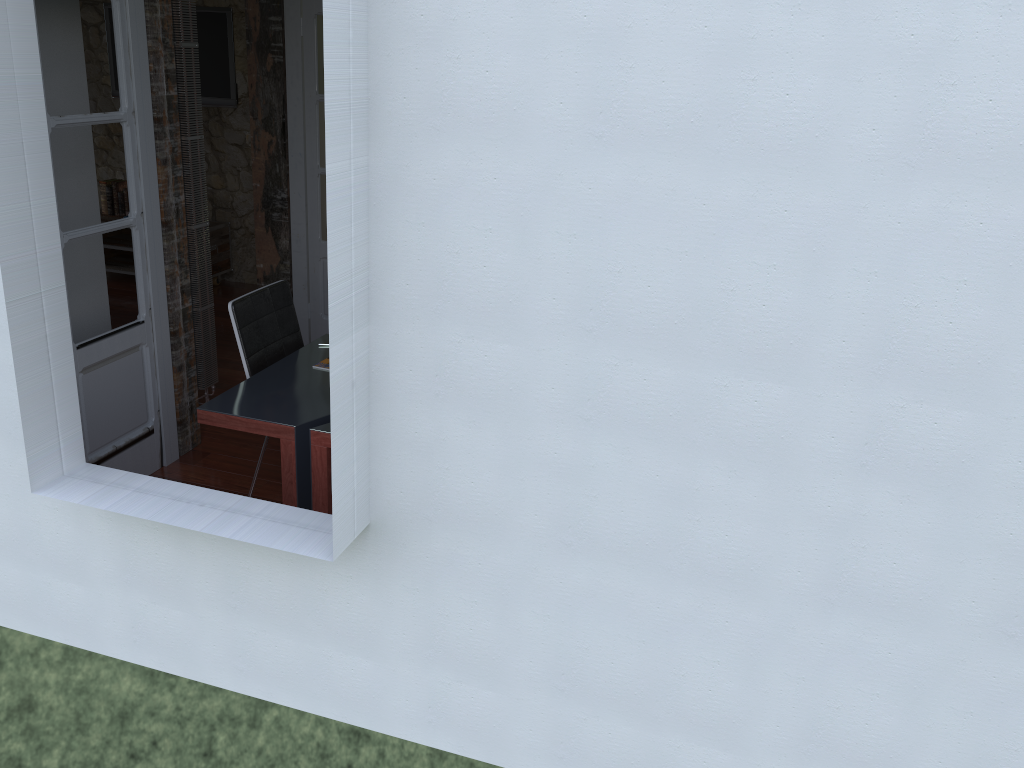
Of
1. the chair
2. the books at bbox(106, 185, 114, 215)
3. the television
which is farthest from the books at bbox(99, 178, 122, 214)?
the chair

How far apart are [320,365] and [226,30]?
3.9 meters

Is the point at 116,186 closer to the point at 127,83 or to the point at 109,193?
the point at 109,193

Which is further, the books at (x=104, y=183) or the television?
the books at (x=104, y=183)

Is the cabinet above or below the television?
below

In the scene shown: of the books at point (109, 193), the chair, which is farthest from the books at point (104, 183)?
the chair

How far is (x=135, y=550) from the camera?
2.8m

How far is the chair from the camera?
3.57m

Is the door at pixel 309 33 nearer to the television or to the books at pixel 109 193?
the television

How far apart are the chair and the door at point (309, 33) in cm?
166
